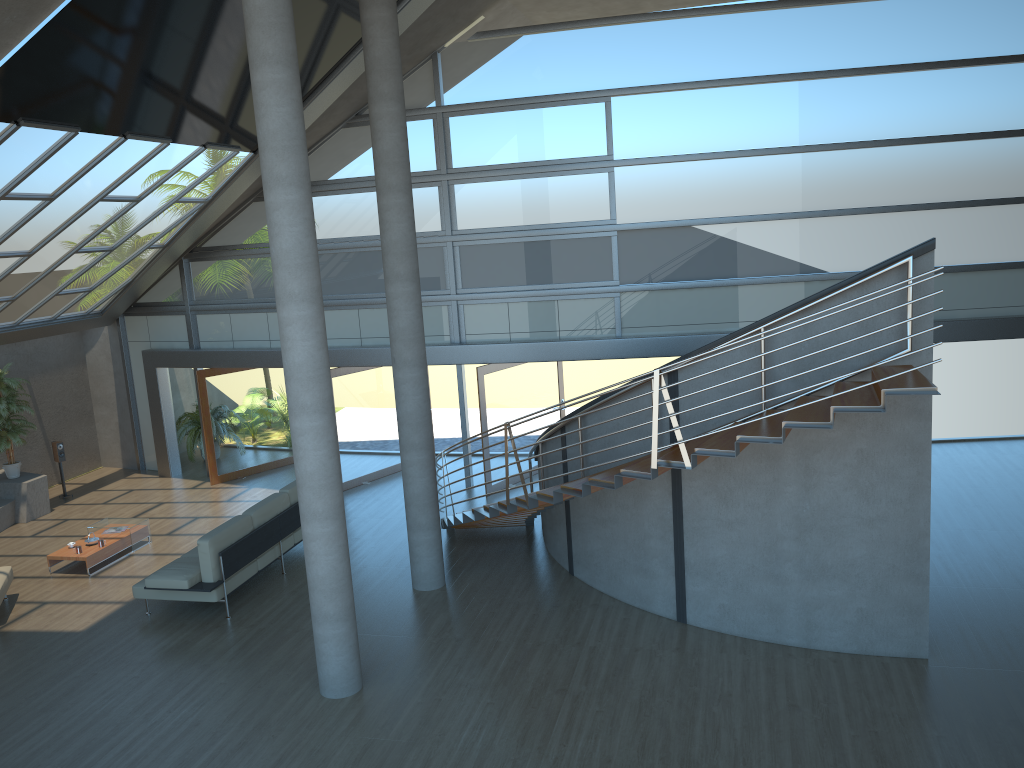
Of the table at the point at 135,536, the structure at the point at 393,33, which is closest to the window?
the table at the point at 135,536

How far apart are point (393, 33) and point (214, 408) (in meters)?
8.11

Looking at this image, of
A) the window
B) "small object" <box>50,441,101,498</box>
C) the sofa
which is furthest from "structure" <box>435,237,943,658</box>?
"small object" <box>50,441,101,498</box>

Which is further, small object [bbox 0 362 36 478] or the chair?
small object [bbox 0 362 36 478]

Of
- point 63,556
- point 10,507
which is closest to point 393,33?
point 63,556

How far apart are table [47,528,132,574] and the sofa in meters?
1.5 m

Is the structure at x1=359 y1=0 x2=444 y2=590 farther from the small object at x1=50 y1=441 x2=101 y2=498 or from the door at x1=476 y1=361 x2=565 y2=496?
the small object at x1=50 y1=441 x2=101 y2=498

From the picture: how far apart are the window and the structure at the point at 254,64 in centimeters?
614cm

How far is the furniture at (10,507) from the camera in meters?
13.5

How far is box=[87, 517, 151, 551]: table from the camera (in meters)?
11.95
